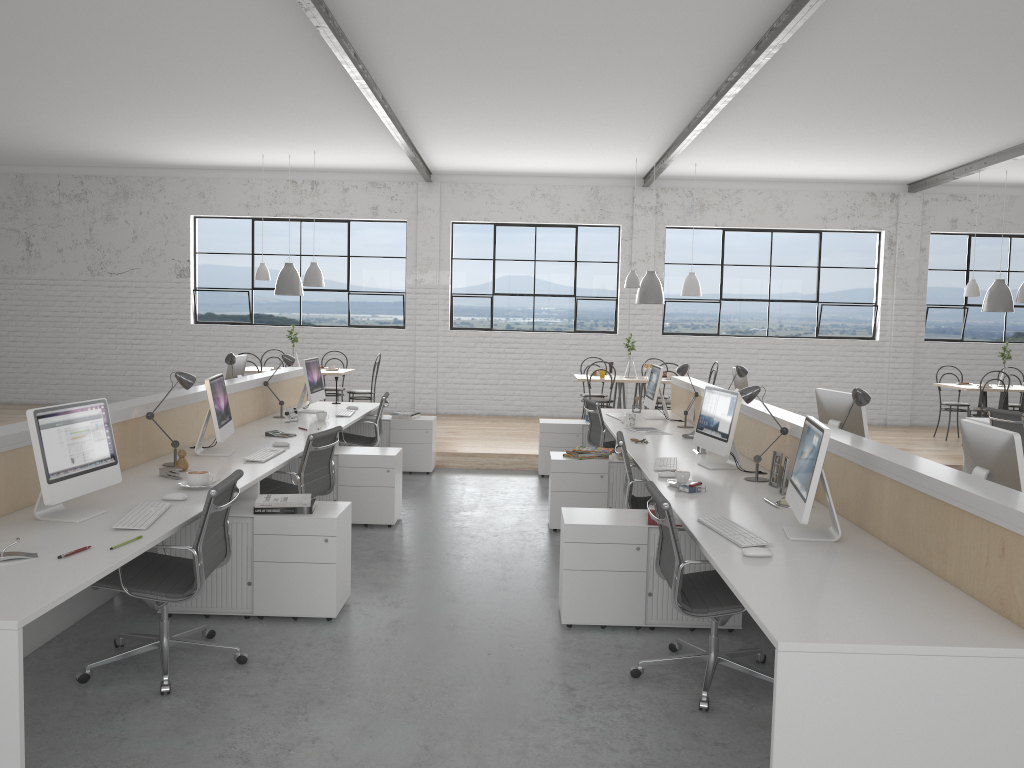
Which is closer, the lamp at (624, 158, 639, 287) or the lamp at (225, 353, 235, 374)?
the lamp at (225, 353, 235, 374)

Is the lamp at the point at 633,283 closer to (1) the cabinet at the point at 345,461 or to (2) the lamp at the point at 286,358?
(2) the lamp at the point at 286,358

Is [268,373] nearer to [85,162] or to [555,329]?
[555,329]

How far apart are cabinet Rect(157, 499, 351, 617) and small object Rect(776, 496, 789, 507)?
1.7 meters

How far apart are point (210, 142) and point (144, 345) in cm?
266

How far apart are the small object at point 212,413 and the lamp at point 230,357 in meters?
1.5

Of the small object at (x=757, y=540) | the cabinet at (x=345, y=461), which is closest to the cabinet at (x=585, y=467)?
the cabinet at (x=345, y=461)

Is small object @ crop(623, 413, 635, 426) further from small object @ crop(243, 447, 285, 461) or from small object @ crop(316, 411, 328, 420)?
small object @ crop(243, 447, 285, 461)

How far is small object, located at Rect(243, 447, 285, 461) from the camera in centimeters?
405cm

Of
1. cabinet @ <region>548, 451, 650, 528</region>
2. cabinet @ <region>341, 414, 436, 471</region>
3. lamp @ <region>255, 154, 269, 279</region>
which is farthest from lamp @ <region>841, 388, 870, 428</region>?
lamp @ <region>255, 154, 269, 279</region>
